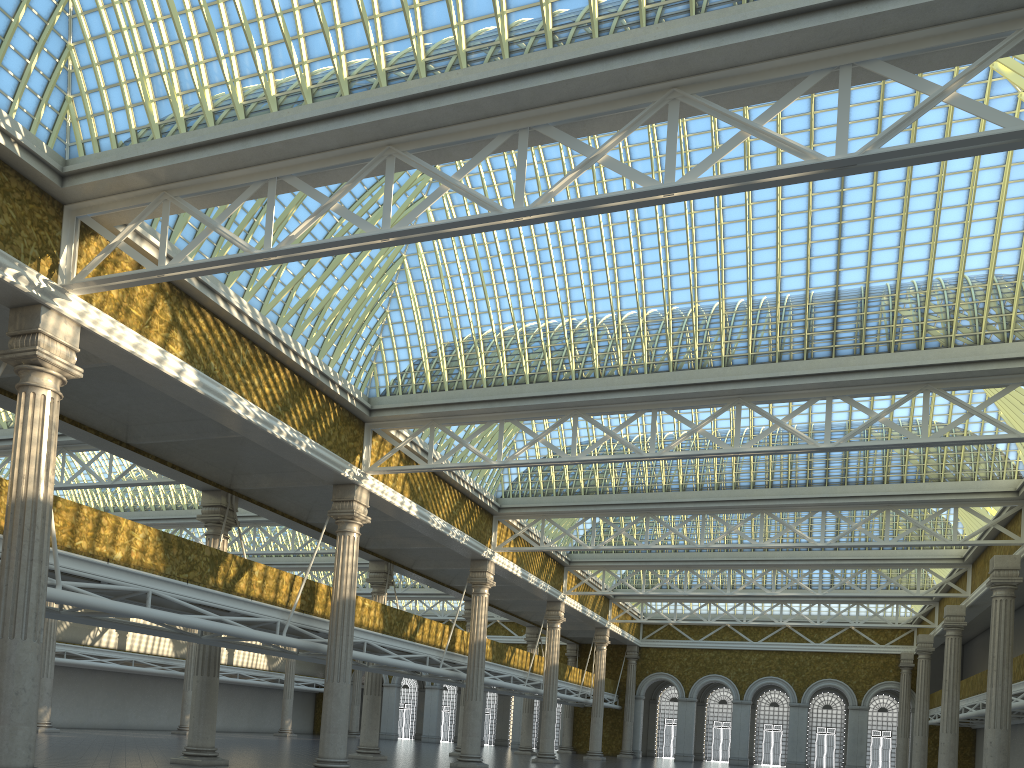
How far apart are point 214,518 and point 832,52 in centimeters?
2255cm
